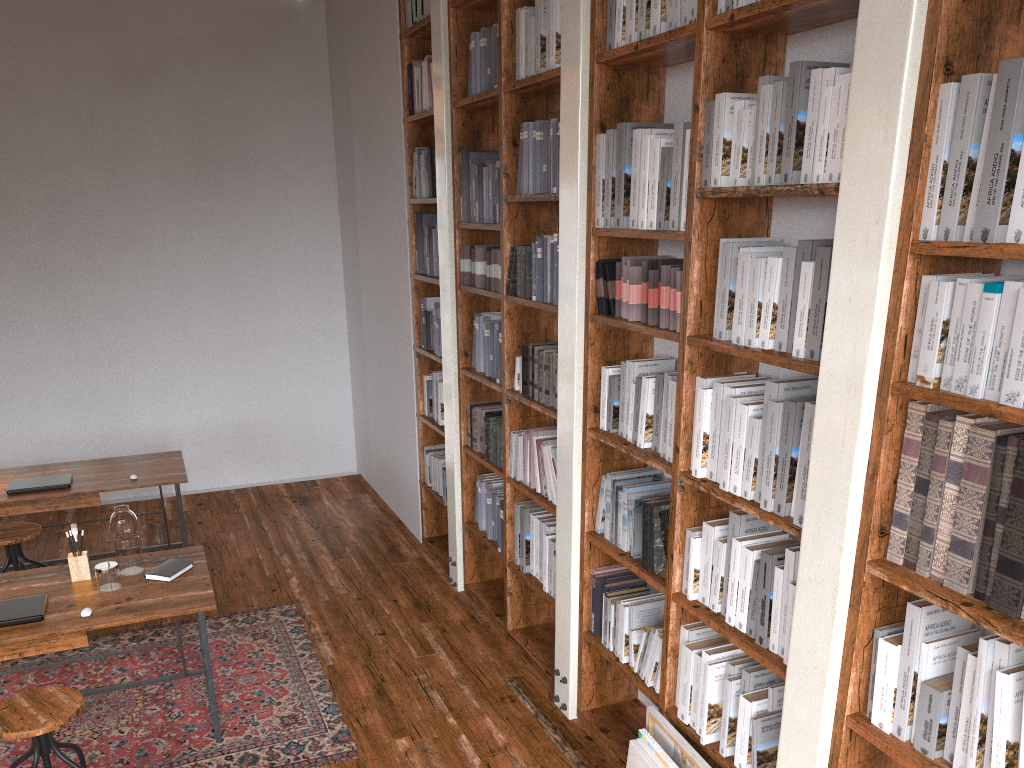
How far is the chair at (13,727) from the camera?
2.9 meters

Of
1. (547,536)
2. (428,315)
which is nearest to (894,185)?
(547,536)

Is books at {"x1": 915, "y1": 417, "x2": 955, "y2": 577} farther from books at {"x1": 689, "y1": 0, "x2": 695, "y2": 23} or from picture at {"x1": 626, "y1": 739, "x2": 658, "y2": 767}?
books at {"x1": 689, "y1": 0, "x2": 695, "y2": 23}

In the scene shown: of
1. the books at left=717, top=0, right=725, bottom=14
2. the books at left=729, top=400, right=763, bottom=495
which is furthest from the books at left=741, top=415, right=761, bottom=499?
the books at left=717, top=0, right=725, bottom=14

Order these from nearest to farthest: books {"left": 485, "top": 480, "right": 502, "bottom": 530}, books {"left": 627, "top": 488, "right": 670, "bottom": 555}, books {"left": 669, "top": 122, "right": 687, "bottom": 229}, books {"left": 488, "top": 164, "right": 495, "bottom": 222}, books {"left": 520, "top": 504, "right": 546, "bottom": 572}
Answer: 1. books {"left": 669, "top": 122, "right": 687, "bottom": 229}
2. books {"left": 627, "top": 488, "right": 670, "bottom": 555}
3. books {"left": 520, "top": 504, "right": 546, "bottom": 572}
4. books {"left": 488, "top": 164, "right": 495, "bottom": 222}
5. books {"left": 485, "top": 480, "right": 502, "bottom": 530}

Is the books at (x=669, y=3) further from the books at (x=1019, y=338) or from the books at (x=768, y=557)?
the books at (x=768, y=557)

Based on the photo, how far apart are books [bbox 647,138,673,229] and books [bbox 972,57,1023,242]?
1.24m

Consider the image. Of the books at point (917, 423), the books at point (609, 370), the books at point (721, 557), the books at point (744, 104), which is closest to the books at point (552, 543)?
the books at point (609, 370)

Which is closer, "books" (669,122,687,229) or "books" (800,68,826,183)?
"books" (800,68,826,183)

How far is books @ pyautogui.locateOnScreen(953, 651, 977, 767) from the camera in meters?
1.9 m
